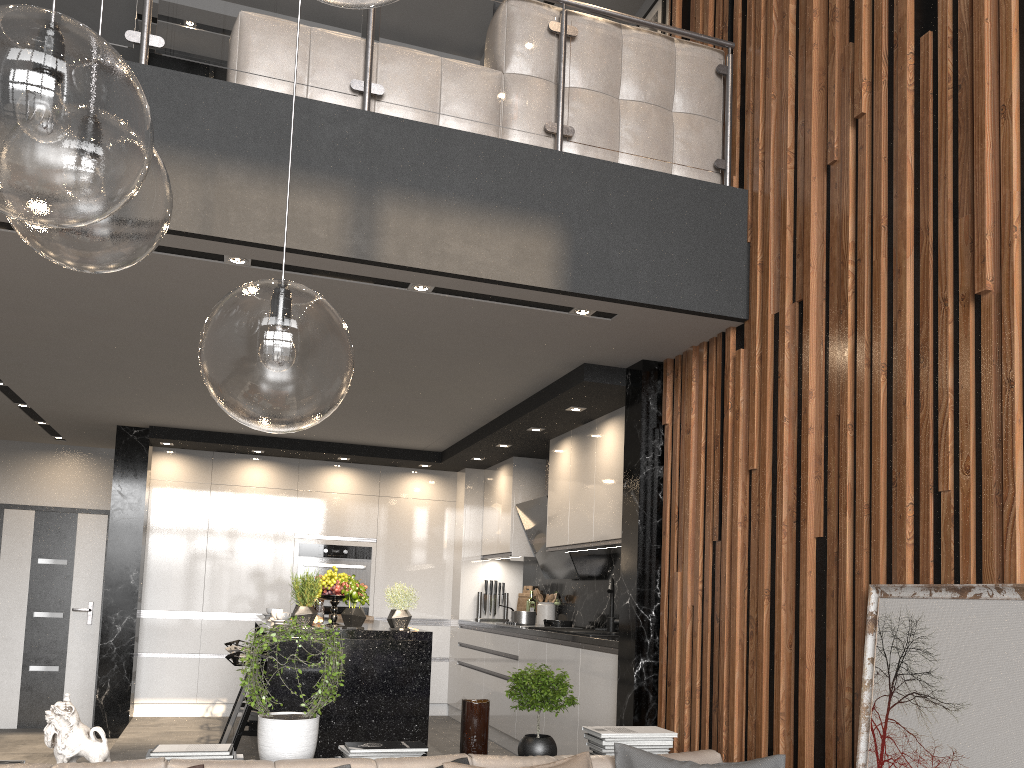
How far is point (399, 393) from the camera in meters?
5.7

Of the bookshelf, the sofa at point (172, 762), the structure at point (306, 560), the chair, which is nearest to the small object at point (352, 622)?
the chair

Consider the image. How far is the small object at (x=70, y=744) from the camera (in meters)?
2.77

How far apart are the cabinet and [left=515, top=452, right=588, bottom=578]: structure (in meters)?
0.13

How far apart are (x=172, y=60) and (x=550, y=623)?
5.75m

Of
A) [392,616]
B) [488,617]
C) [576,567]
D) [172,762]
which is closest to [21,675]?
[488,617]

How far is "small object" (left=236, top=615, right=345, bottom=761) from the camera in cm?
292

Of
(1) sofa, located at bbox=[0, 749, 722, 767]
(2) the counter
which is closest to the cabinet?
(2) the counter

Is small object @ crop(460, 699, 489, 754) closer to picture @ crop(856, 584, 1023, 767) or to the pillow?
the pillow

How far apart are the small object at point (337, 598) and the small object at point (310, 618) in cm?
24
